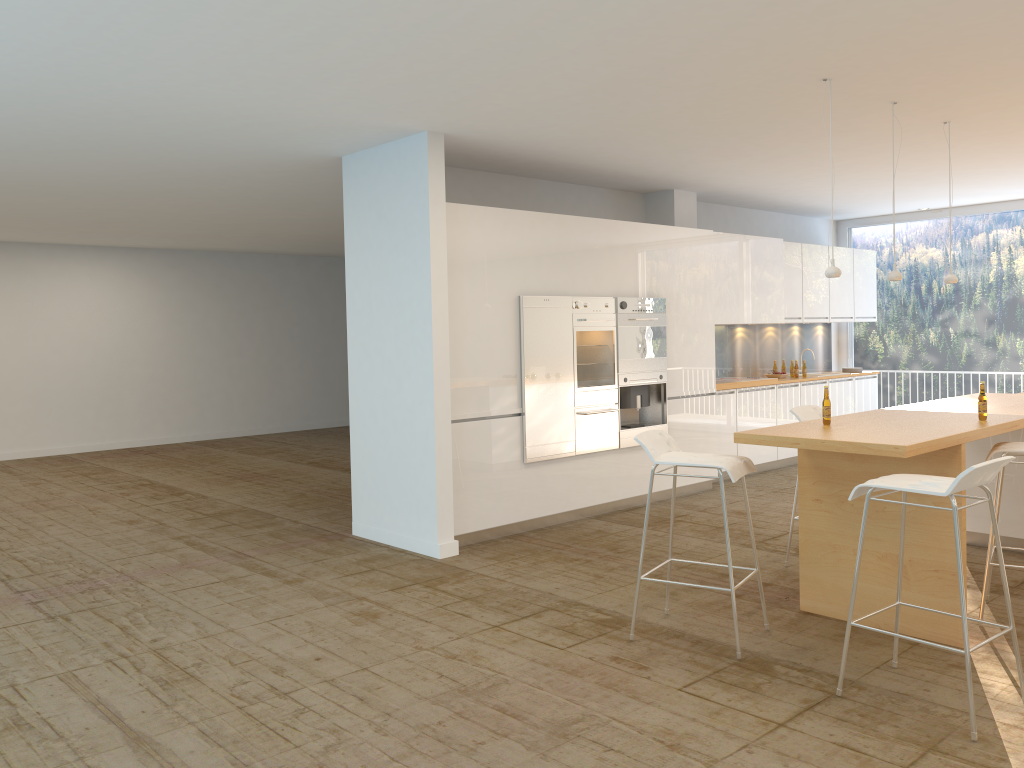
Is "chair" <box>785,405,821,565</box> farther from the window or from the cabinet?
the window

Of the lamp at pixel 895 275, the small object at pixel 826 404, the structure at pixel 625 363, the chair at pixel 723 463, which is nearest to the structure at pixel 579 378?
the structure at pixel 625 363

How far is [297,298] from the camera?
15.1 meters

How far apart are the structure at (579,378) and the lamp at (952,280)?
2.56m

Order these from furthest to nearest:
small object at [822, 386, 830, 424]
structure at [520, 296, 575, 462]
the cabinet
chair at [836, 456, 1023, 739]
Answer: structure at [520, 296, 575, 462] → the cabinet → small object at [822, 386, 830, 424] → chair at [836, 456, 1023, 739]

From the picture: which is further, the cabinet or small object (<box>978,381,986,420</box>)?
the cabinet

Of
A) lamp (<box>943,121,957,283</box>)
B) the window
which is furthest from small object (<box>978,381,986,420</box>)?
the window

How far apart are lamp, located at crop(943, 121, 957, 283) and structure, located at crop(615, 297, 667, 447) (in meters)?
2.43

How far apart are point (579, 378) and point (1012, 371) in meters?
6.3 m

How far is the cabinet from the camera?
6.6 meters
